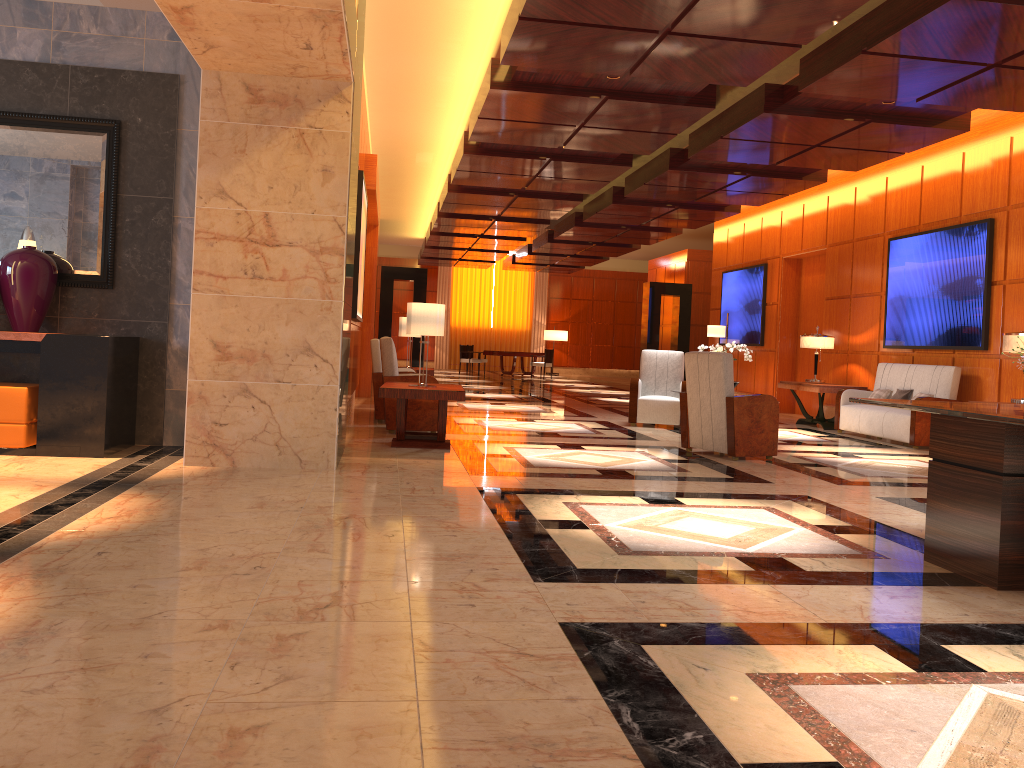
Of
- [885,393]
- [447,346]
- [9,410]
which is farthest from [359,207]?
[447,346]

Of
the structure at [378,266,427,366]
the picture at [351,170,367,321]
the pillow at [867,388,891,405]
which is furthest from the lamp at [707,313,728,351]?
the picture at [351,170,367,321]

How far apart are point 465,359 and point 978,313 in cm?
1722

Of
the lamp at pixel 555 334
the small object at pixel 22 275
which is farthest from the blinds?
the small object at pixel 22 275

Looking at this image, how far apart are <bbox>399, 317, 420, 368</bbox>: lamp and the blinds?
17.77m

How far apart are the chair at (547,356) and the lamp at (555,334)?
4.6m

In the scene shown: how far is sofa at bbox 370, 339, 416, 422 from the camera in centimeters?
983cm

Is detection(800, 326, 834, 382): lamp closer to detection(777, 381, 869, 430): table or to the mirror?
detection(777, 381, 869, 430): table

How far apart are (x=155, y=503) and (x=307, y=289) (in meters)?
1.99

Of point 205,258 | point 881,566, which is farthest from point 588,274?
point 881,566
